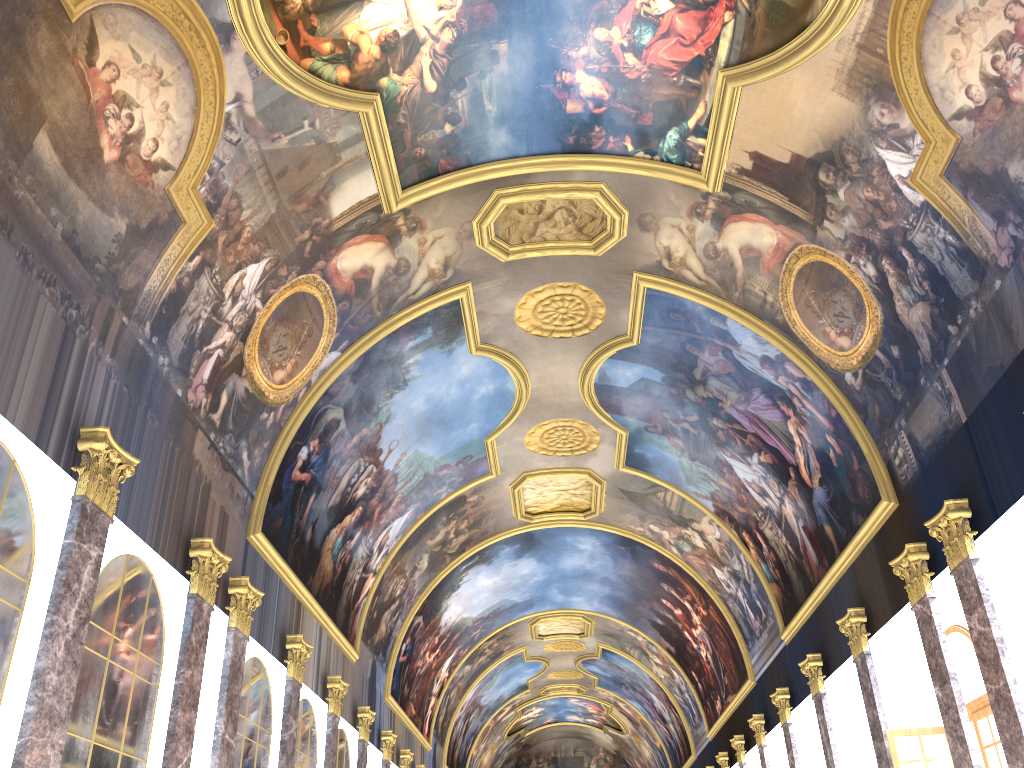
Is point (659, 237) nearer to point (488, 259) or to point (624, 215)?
point (624, 215)
